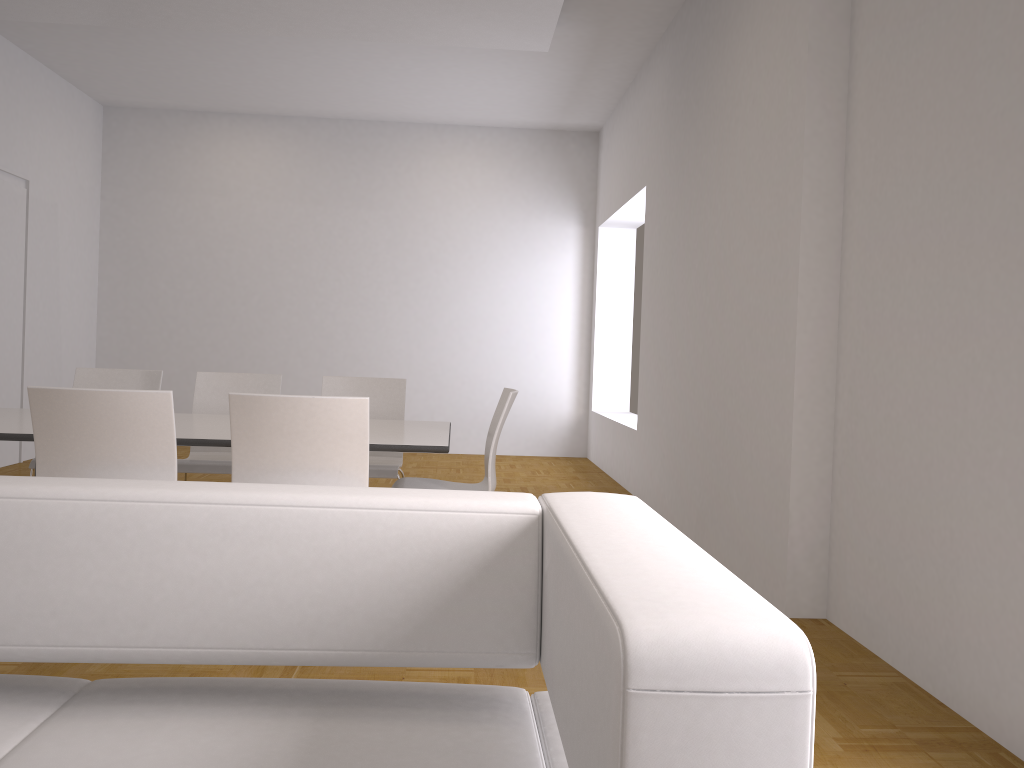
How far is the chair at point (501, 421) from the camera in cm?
384

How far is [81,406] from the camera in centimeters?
296cm

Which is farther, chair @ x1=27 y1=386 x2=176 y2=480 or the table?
the table

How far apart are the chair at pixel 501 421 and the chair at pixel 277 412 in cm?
83

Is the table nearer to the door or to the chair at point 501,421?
the chair at point 501,421

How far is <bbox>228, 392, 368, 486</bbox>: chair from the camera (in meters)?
3.00

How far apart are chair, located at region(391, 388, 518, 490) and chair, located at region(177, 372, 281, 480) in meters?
1.0

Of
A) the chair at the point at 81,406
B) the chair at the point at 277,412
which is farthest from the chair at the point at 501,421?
the chair at the point at 81,406

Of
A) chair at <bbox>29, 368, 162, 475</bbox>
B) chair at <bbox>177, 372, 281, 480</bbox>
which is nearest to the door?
chair at <bbox>29, 368, 162, 475</bbox>

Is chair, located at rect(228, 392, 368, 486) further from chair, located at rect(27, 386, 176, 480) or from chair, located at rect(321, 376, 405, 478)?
chair, located at rect(321, 376, 405, 478)
